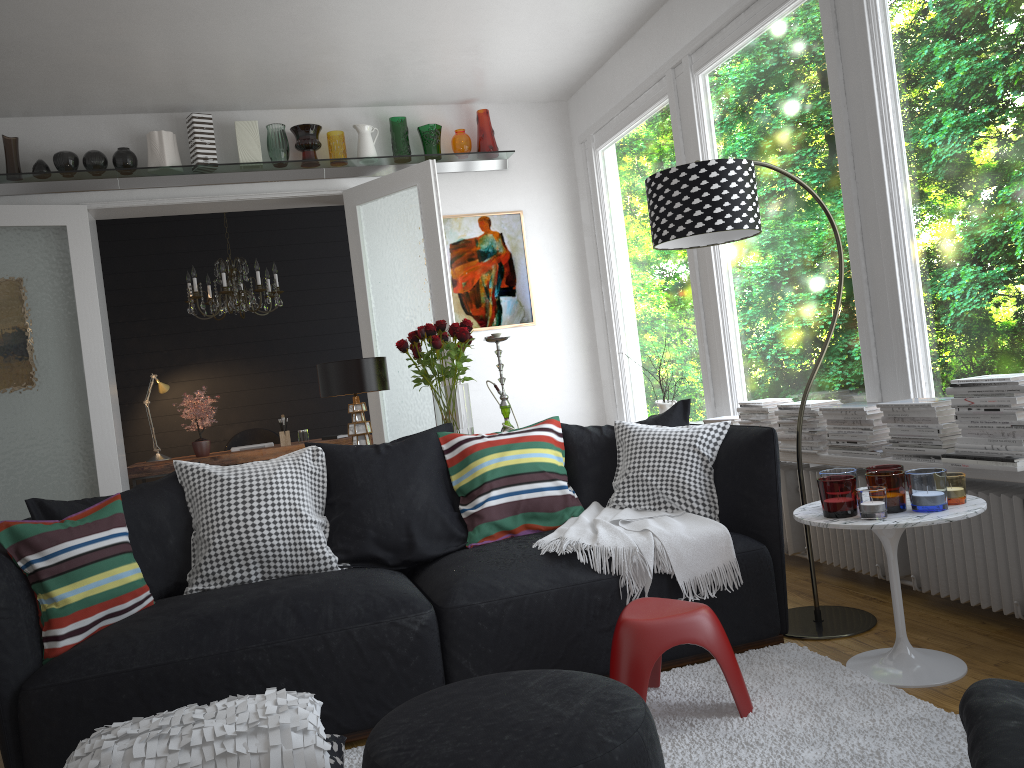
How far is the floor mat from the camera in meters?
2.2

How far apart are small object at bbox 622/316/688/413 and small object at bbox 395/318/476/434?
1.75m

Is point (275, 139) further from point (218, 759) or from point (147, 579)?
point (218, 759)

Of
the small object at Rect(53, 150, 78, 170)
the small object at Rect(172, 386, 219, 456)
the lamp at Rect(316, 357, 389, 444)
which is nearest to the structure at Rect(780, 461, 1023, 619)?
the lamp at Rect(316, 357, 389, 444)

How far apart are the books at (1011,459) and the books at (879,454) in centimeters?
43cm

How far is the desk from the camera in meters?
6.4

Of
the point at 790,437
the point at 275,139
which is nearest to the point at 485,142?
the point at 275,139

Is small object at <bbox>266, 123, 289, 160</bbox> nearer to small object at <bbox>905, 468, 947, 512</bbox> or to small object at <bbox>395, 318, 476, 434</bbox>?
small object at <bbox>395, 318, 476, 434</bbox>

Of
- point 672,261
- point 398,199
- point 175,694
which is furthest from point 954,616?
point 398,199

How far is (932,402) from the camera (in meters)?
3.15
